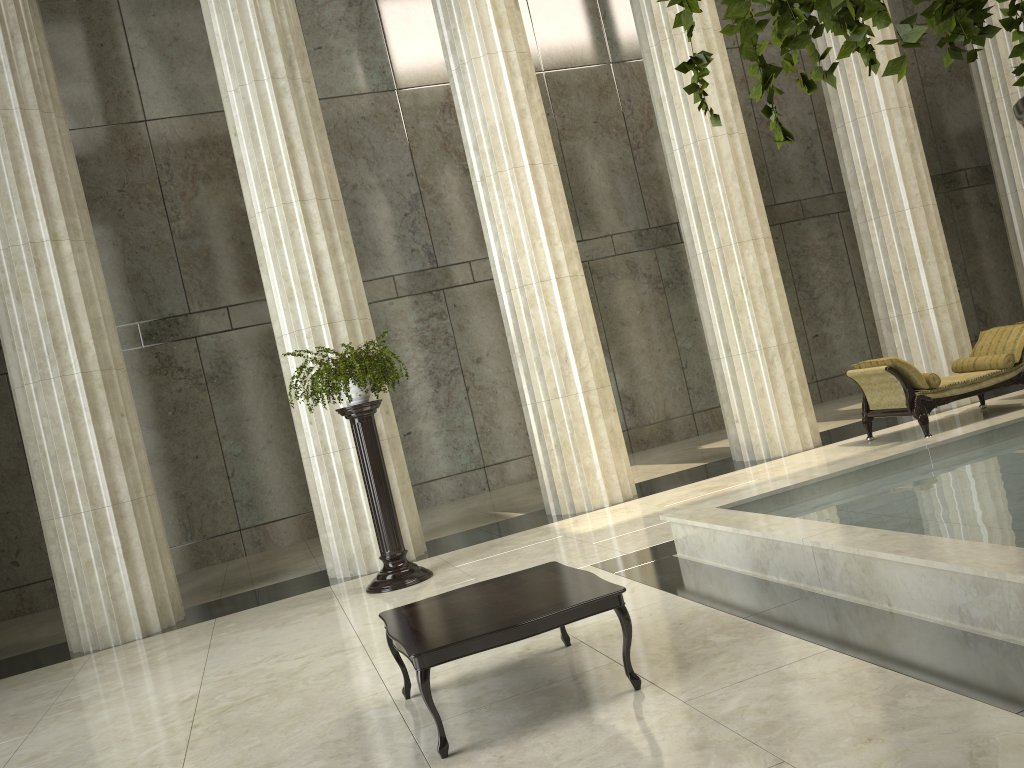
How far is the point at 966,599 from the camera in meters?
4.0

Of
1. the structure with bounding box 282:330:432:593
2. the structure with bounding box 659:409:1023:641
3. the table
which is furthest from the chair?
the table

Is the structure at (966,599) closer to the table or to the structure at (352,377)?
the table

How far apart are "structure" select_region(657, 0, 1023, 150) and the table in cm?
322

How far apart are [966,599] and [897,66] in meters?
3.9

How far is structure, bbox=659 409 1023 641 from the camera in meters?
4.0 m

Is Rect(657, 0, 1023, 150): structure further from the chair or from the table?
the chair

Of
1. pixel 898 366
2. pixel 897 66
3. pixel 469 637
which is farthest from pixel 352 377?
pixel 897 66

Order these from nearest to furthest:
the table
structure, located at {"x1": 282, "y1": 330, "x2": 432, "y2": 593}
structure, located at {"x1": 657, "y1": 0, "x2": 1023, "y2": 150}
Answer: structure, located at {"x1": 657, "y1": 0, "x2": 1023, "y2": 150} < the table < structure, located at {"x1": 282, "y1": 330, "x2": 432, "y2": 593}

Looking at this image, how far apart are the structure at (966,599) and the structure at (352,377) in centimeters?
256cm
